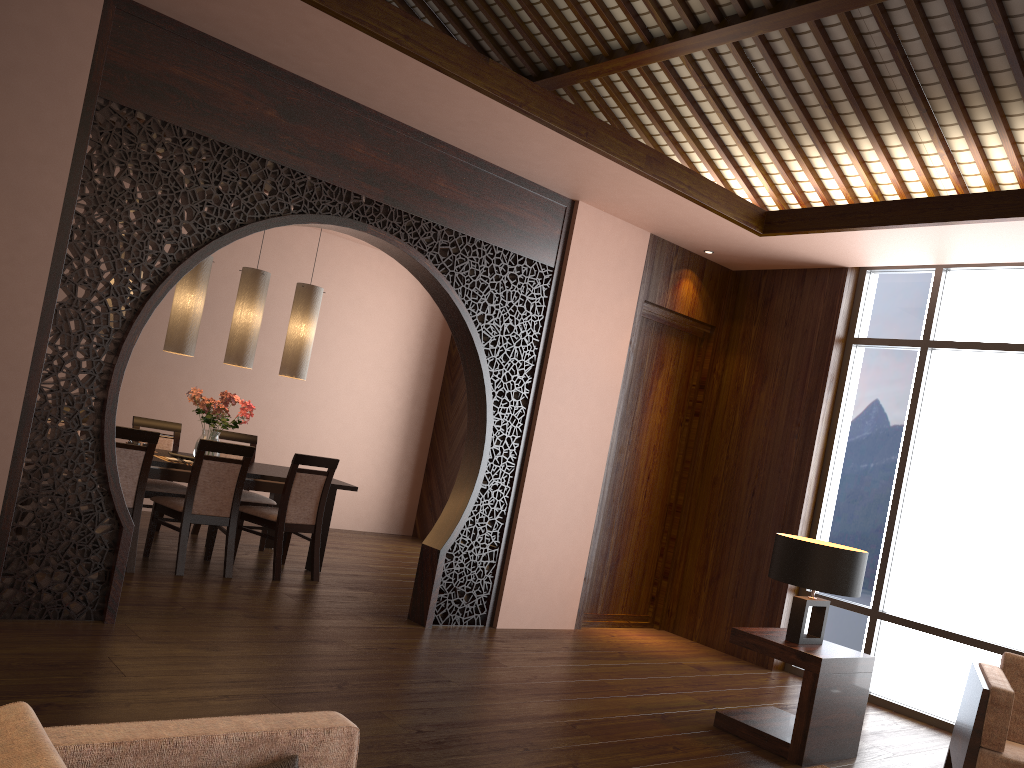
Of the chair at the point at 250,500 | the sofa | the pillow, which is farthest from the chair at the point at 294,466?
the pillow

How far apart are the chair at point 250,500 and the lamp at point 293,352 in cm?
87

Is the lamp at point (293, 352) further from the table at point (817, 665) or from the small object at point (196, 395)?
the table at point (817, 665)

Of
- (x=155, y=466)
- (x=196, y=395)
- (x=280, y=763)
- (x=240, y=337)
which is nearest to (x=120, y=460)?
(x=155, y=466)

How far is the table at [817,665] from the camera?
4.0m

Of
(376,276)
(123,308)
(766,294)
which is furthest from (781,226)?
(376,276)

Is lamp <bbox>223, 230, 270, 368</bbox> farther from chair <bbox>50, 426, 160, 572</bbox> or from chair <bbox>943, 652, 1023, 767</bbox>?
chair <bbox>943, 652, 1023, 767</bbox>

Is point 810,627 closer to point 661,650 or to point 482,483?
point 661,650

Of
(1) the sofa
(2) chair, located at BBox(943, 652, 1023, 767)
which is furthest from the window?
(1) the sofa

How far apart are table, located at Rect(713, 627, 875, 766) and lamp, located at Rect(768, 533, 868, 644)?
0.04m
